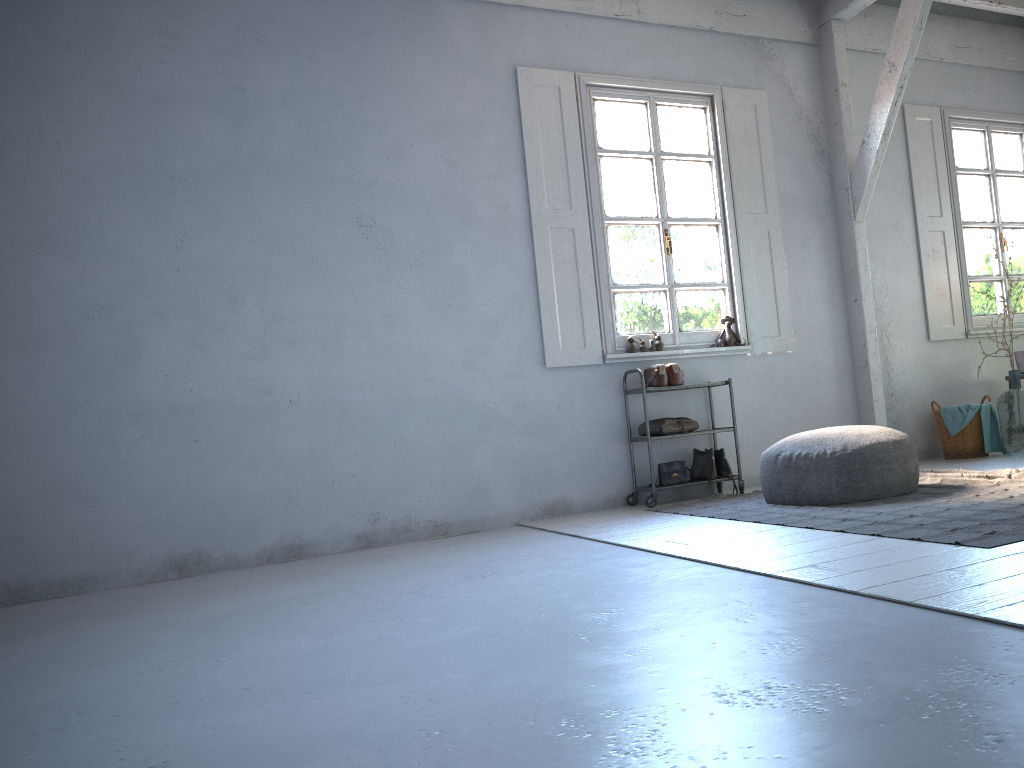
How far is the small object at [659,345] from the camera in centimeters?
666cm

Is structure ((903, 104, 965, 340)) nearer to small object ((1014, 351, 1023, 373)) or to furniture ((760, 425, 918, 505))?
small object ((1014, 351, 1023, 373))

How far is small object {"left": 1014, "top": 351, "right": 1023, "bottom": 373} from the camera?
7.58m

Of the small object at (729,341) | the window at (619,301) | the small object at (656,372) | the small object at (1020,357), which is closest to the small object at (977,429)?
the small object at (1020,357)

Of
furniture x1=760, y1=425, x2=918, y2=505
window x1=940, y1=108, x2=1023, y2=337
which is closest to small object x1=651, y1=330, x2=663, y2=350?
furniture x1=760, y1=425, x2=918, y2=505

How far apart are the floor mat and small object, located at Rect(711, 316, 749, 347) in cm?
125

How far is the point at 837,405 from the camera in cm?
724

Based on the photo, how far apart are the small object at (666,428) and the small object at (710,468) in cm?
21

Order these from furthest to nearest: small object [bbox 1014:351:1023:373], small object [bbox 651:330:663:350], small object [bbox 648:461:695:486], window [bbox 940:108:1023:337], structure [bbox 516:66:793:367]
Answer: window [bbox 940:108:1023:337], small object [bbox 1014:351:1023:373], small object [bbox 651:330:663:350], structure [bbox 516:66:793:367], small object [bbox 648:461:695:486]

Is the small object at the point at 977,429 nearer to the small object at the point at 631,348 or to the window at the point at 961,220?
the window at the point at 961,220
